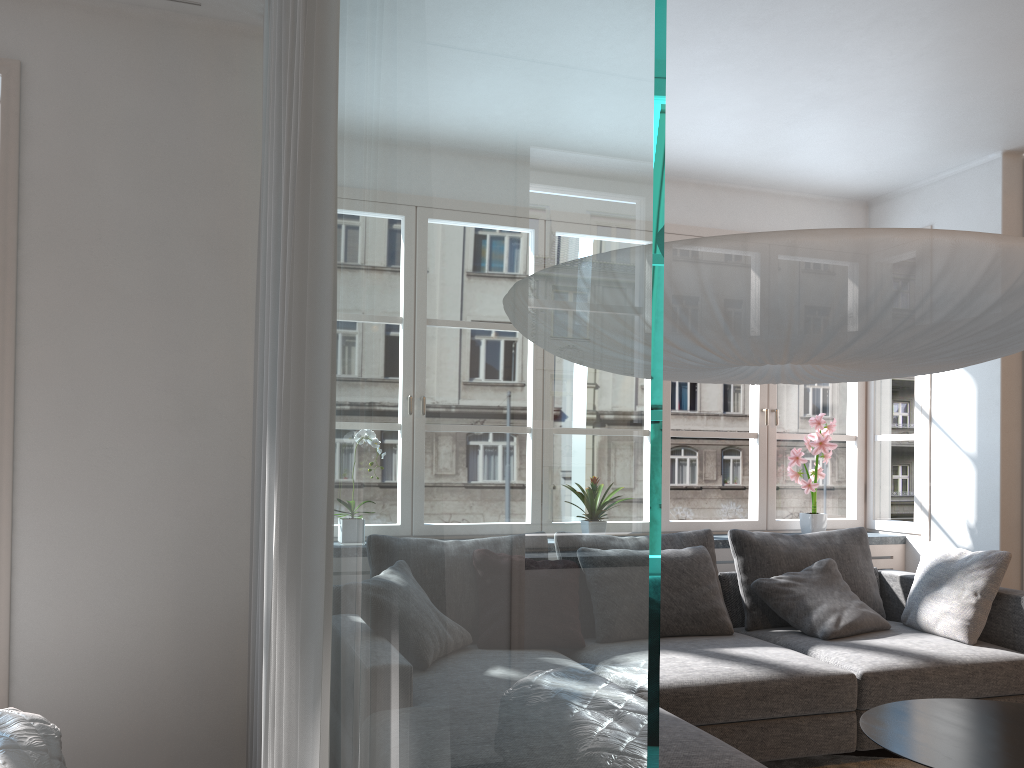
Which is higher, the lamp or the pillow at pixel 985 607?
the lamp

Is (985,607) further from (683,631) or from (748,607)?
(683,631)

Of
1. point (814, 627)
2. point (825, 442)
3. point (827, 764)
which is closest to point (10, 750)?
point (827, 764)

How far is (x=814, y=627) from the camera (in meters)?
3.88

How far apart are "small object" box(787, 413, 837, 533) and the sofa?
0.41m

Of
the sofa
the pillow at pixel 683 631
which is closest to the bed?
the sofa

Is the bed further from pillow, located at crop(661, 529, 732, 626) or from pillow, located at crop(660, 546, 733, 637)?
pillow, located at crop(661, 529, 732, 626)

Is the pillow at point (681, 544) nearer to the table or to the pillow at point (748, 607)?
the pillow at point (748, 607)

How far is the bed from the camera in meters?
2.0

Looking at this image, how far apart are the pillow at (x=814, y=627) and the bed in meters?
2.9 m
